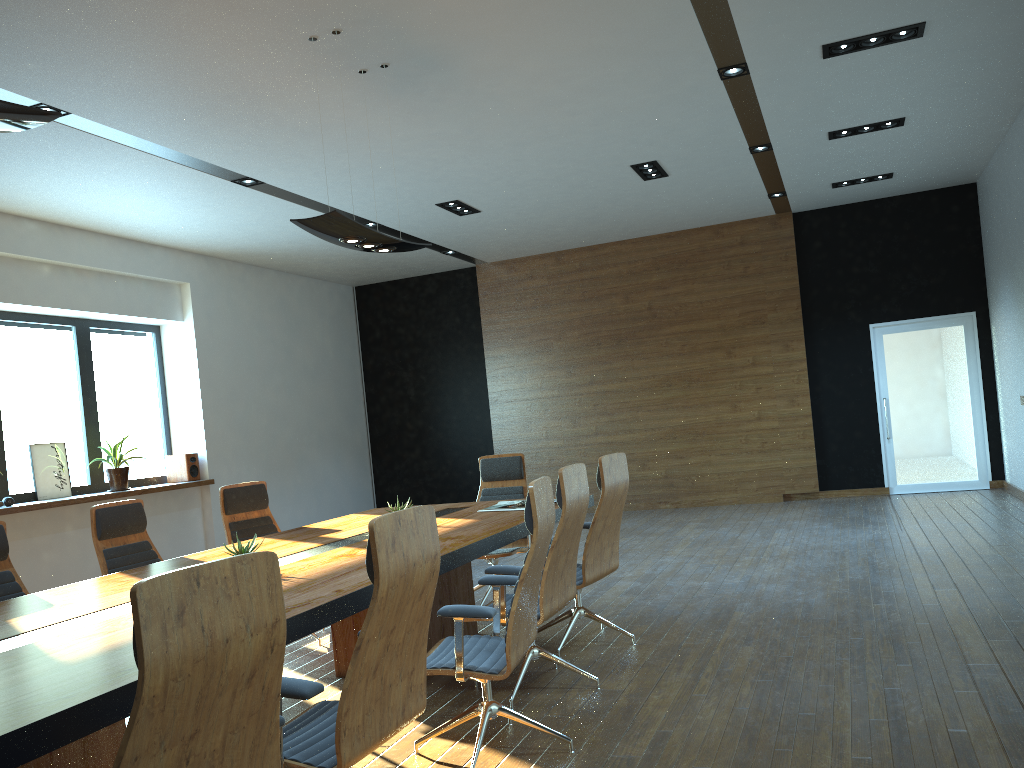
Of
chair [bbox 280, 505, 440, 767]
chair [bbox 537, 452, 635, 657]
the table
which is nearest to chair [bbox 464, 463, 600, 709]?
the table

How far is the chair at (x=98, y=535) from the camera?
5.09m

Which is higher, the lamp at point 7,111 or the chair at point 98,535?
the lamp at point 7,111

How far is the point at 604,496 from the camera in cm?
502

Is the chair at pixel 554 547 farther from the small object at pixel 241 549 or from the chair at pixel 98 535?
the chair at pixel 98 535

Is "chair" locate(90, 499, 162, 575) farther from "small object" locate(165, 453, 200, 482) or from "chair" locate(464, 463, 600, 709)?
"small object" locate(165, 453, 200, 482)

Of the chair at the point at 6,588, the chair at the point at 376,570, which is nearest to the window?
the chair at the point at 6,588

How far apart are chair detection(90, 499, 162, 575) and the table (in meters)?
0.59

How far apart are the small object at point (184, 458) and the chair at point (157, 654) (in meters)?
8.38

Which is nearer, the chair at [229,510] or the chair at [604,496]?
the chair at [604,496]
